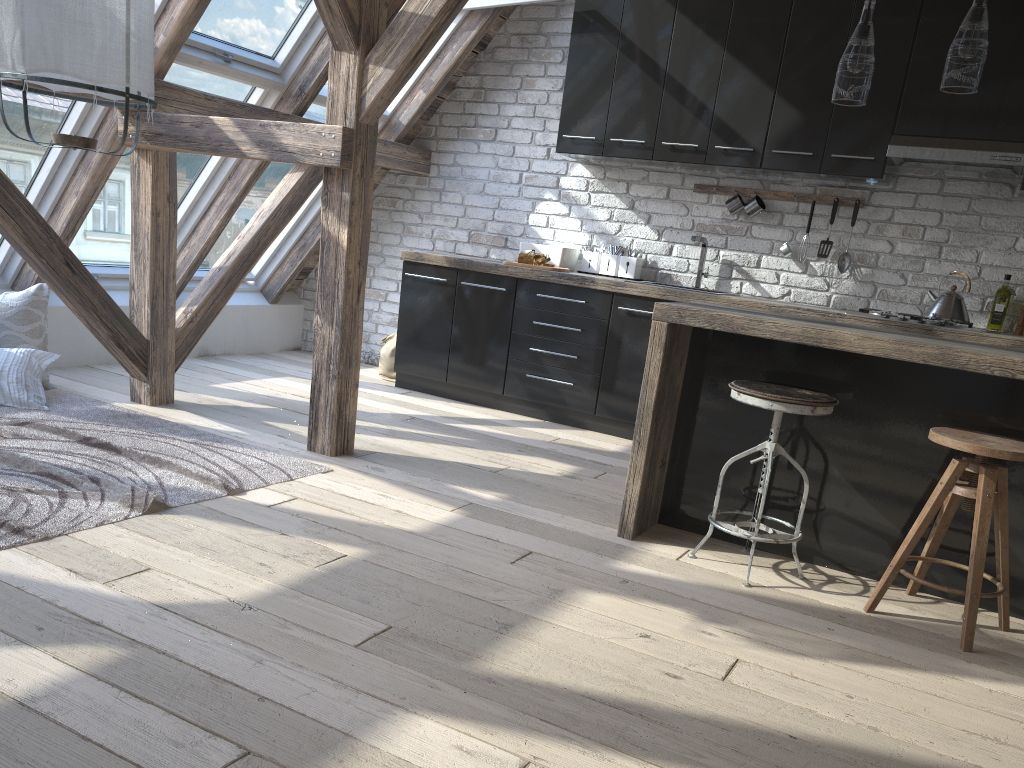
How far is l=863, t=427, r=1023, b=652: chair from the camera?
2.5m

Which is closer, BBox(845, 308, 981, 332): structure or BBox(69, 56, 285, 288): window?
BBox(845, 308, 981, 332): structure

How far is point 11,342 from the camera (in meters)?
4.23

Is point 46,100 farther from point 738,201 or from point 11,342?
point 738,201

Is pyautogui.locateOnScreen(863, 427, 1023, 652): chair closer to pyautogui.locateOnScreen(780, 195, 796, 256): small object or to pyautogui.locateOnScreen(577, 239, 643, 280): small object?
pyautogui.locateOnScreen(780, 195, 796, 256): small object

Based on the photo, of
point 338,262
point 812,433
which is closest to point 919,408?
point 812,433

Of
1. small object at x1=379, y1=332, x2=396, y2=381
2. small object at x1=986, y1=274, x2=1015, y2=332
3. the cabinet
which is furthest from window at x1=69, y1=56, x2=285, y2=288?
small object at x1=986, y1=274, x2=1015, y2=332

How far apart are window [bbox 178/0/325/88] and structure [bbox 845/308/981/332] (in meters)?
3.17

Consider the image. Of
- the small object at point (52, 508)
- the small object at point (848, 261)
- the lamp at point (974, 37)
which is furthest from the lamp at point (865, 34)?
the small object at point (52, 508)

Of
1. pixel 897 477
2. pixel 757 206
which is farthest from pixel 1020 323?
pixel 897 477
